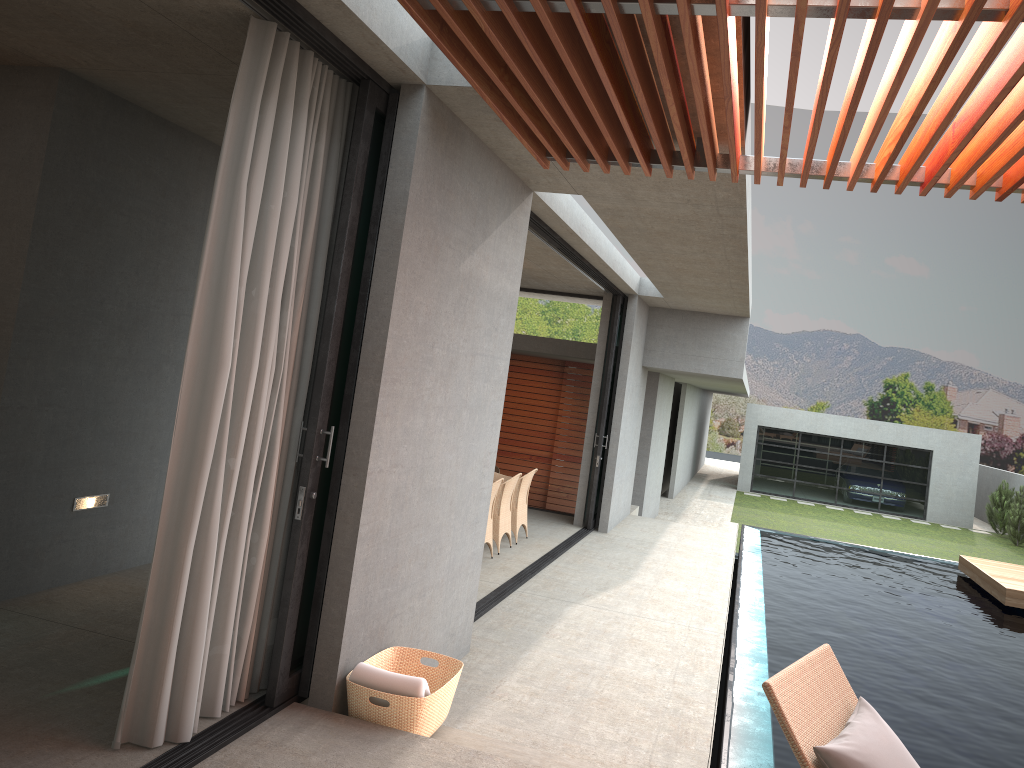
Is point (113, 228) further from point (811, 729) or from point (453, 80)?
point (811, 729)

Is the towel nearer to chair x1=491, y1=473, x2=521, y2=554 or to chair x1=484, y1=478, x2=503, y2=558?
chair x1=484, y1=478, x2=503, y2=558

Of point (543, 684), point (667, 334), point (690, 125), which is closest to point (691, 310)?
point (667, 334)

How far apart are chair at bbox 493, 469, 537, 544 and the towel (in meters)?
6.15

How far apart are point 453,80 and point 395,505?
2.12m

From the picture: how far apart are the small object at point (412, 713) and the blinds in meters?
0.4

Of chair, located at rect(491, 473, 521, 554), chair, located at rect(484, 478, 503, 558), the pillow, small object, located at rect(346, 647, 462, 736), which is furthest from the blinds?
chair, located at rect(491, 473, 521, 554)

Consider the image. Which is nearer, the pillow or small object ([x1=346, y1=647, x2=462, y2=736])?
the pillow

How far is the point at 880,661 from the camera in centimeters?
760cm

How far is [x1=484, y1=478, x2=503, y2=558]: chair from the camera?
9.0 meters
